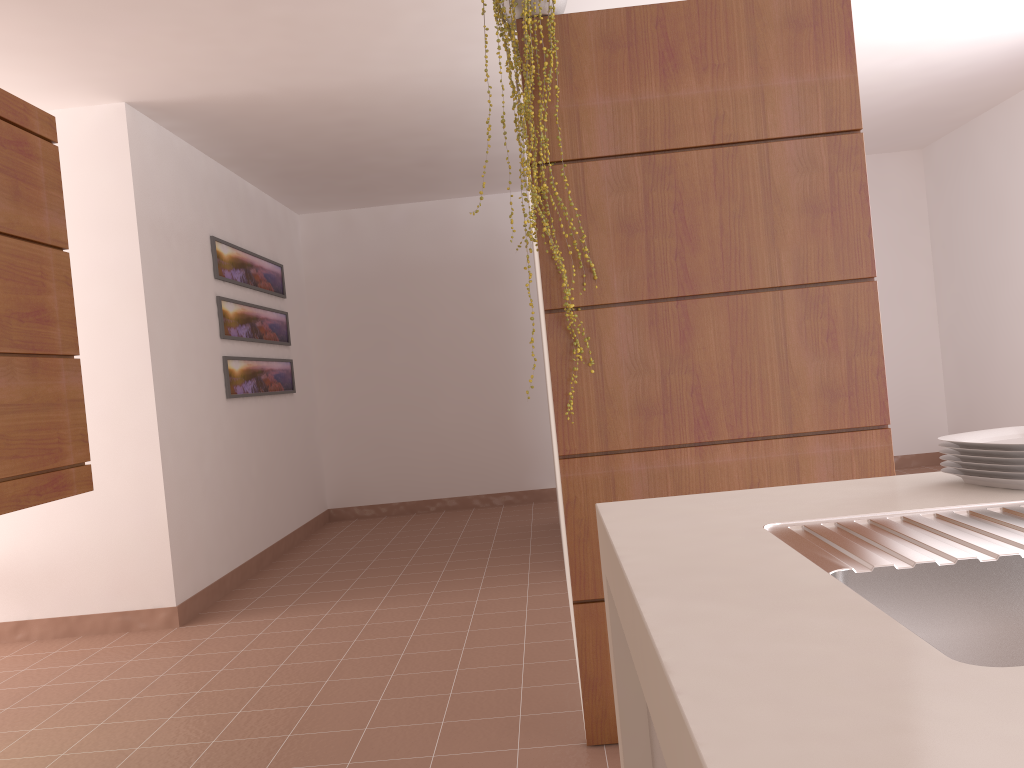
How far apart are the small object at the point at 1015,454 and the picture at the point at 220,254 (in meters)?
4.51

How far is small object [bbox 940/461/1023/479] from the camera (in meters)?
1.28

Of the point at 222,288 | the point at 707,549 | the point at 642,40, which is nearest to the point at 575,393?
the point at 642,40

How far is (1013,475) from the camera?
1.3m

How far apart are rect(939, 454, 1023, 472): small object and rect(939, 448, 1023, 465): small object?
0.0m

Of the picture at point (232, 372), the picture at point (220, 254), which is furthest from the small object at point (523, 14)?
the picture at point (232, 372)

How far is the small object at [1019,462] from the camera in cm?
128

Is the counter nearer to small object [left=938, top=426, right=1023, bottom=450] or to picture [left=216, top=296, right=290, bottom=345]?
small object [left=938, top=426, right=1023, bottom=450]

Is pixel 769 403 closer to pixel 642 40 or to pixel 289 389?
pixel 642 40

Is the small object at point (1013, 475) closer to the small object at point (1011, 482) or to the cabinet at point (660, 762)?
the small object at point (1011, 482)
